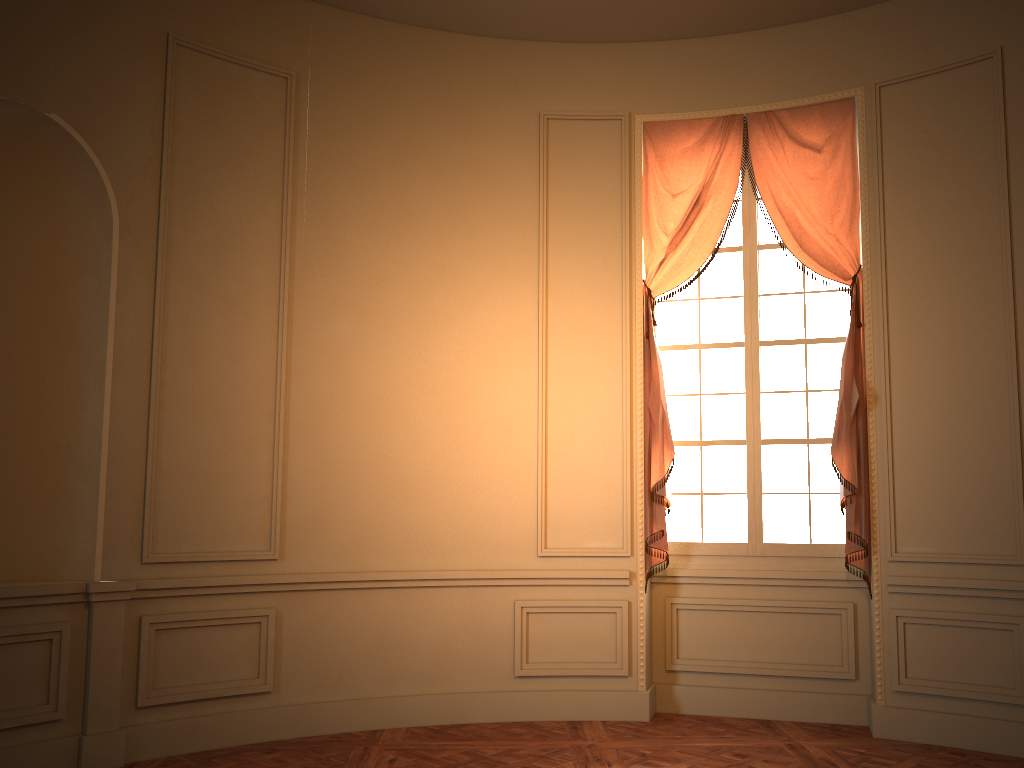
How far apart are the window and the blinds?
0.13m

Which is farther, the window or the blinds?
the window

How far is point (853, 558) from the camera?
5.09m

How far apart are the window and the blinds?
0.1m

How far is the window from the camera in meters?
5.4 m

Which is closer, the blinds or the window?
the blinds

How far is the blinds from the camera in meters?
5.1

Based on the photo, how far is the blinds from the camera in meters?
5.1 m
